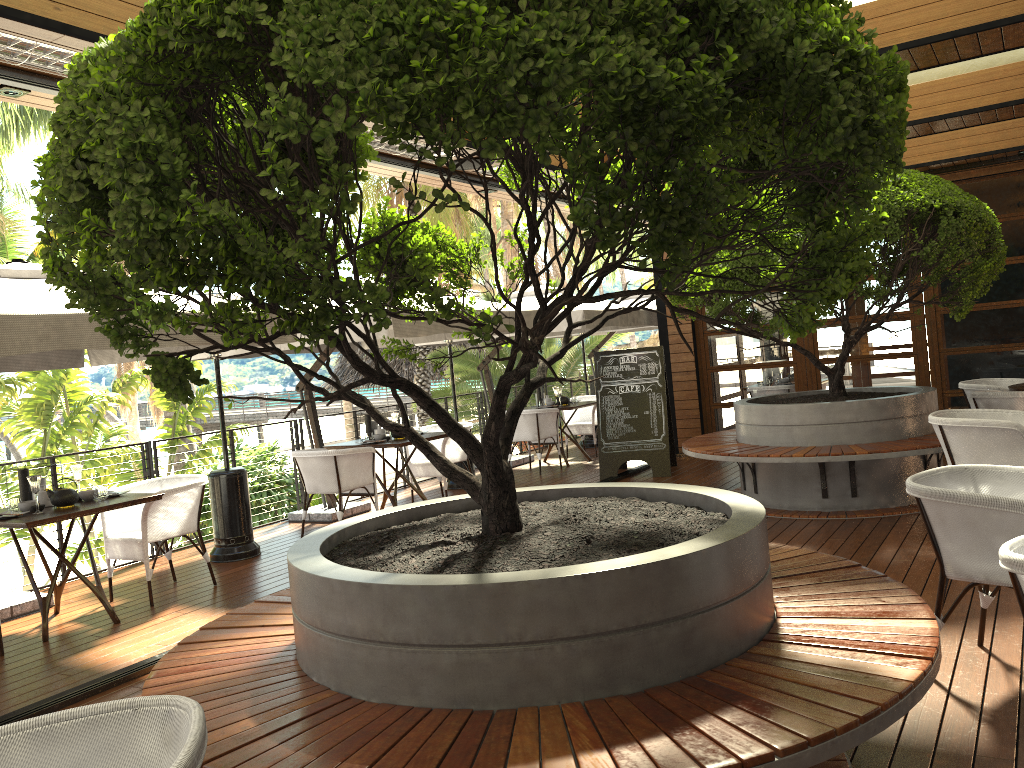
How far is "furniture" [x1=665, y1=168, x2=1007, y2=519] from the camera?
6.2 meters

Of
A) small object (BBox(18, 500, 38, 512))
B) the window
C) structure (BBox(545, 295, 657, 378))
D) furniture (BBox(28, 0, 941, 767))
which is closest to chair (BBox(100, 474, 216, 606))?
small object (BBox(18, 500, 38, 512))

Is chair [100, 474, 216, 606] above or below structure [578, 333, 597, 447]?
above

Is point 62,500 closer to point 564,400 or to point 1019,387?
point 564,400

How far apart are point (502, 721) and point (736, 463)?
8.14m

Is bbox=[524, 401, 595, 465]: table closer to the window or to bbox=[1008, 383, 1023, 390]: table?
the window

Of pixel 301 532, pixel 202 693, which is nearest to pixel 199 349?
pixel 202 693

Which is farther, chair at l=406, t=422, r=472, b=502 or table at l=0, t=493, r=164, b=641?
chair at l=406, t=422, r=472, b=502

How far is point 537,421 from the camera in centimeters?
1050cm

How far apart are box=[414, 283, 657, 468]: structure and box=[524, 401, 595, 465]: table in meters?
1.1 m
